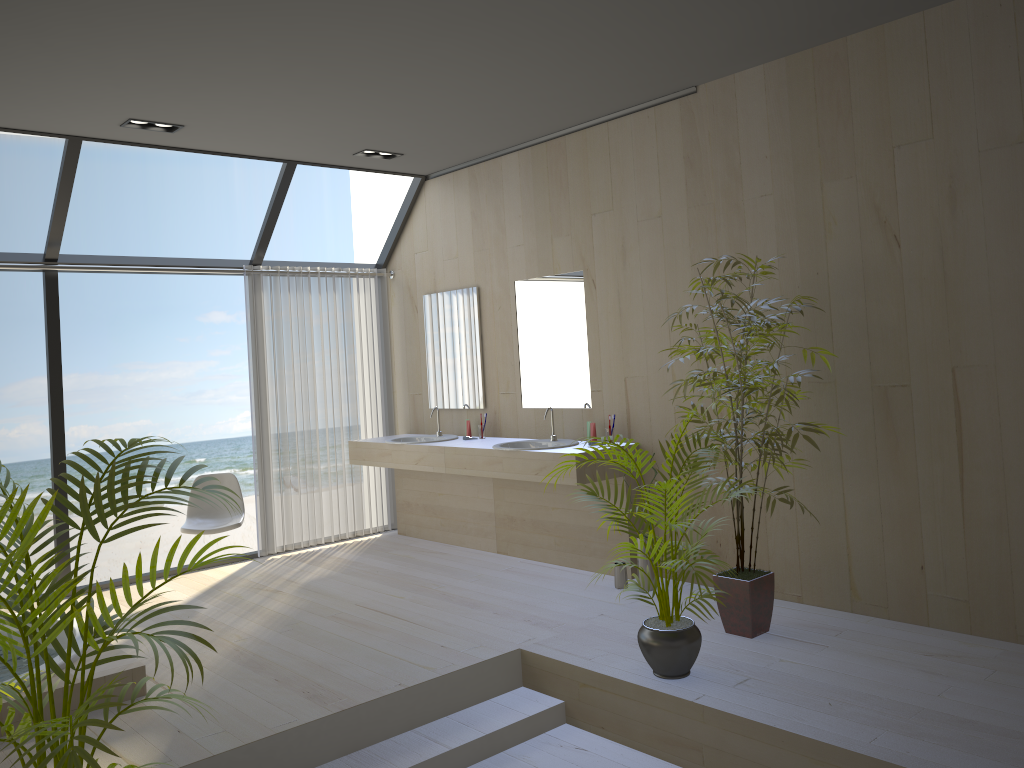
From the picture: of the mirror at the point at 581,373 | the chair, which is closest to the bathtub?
the chair

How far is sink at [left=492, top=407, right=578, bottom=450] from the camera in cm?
551

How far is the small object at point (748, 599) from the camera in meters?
4.0 m

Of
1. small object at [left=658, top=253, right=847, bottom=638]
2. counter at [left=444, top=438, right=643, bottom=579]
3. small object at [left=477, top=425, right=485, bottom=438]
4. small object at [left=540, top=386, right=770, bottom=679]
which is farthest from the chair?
small object at [left=658, top=253, right=847, bottom=638]

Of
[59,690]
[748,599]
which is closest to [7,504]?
[59,690]

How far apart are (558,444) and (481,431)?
0.9 meters

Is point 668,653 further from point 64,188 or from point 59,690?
point 64,188

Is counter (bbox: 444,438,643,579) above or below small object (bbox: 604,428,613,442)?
below

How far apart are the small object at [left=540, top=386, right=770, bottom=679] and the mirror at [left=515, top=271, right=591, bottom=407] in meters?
1.7 m

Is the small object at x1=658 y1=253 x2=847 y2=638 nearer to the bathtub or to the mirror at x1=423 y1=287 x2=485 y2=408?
the mirror at x1=423 y1=287 x2=485 y2=408
